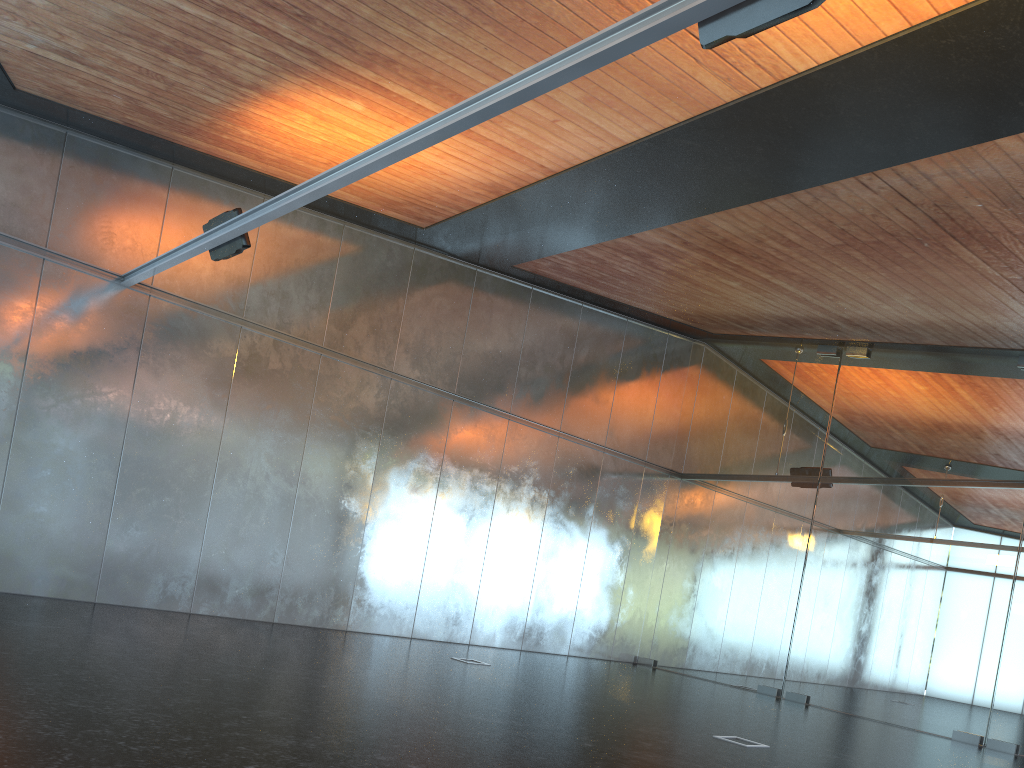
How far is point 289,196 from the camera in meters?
7.8
